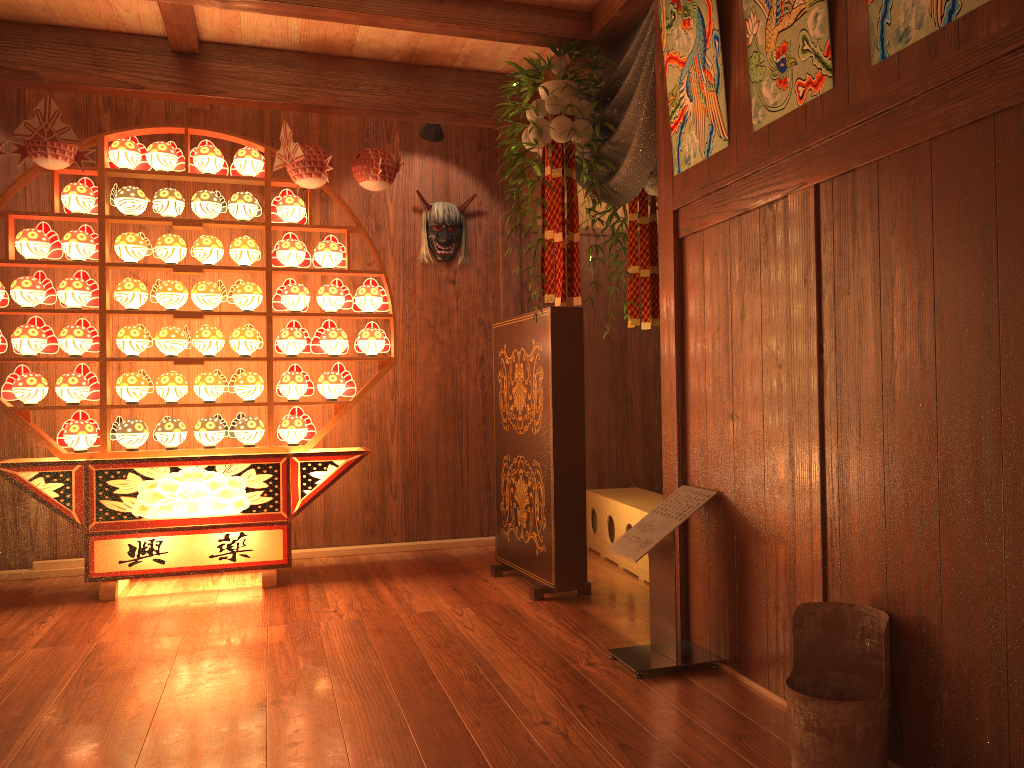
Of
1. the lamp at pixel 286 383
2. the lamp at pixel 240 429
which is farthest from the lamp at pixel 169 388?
the lamp at pixel 286 383

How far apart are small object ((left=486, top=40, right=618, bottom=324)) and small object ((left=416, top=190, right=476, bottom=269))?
1.16m

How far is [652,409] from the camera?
5.6 meters

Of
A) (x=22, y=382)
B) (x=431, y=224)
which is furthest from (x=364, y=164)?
(x=22, y=382)

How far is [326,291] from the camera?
4.5m

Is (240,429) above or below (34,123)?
below

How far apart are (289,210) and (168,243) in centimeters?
60cm

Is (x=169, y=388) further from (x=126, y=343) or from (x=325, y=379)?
(x=325, y=379)

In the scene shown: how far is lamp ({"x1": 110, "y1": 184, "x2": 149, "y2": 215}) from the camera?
4.24m

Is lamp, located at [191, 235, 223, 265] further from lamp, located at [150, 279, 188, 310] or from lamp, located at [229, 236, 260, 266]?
lamp, located at [150, 279, 188, 310]
